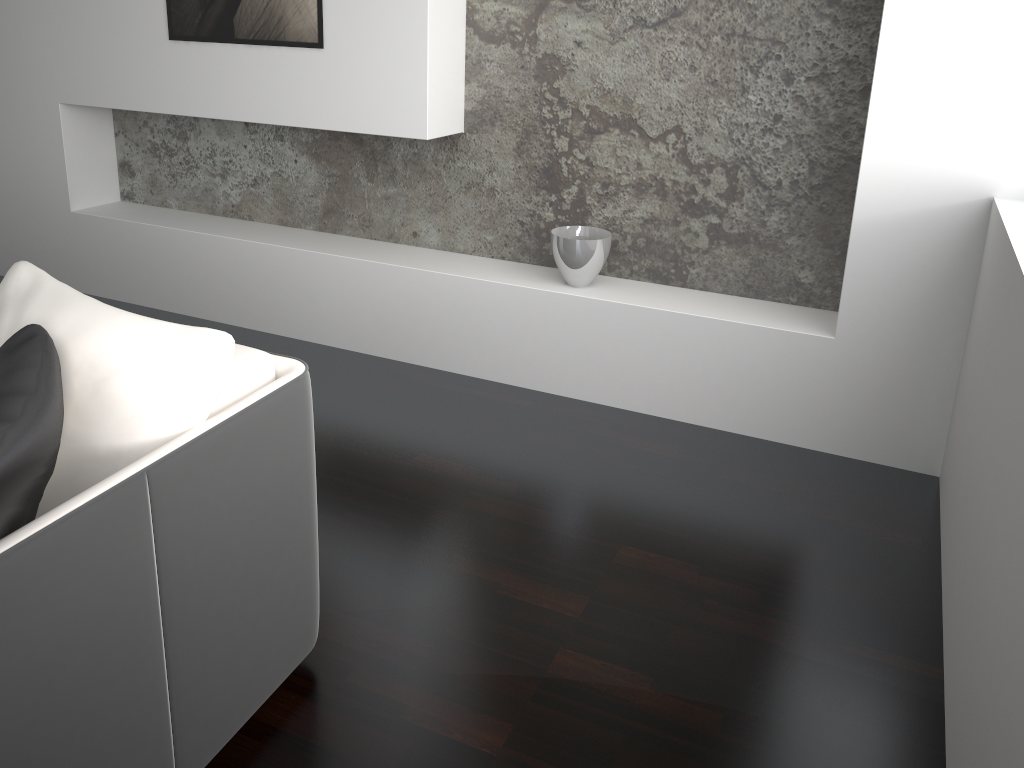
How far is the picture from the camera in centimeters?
312cm

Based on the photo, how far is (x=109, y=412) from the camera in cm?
141

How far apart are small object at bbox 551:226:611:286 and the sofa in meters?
1.5

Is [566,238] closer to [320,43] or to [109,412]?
[320,43]

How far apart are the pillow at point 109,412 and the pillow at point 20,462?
0.0 meters

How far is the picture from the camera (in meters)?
3.12

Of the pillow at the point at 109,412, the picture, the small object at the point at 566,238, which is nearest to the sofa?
the pillow at the point at 109,412

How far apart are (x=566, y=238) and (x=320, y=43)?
1.12m

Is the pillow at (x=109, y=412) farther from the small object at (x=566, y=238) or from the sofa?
the small object at (x=566, y=238)

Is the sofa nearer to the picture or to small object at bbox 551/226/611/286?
small object at bbox 551/226/611/286
